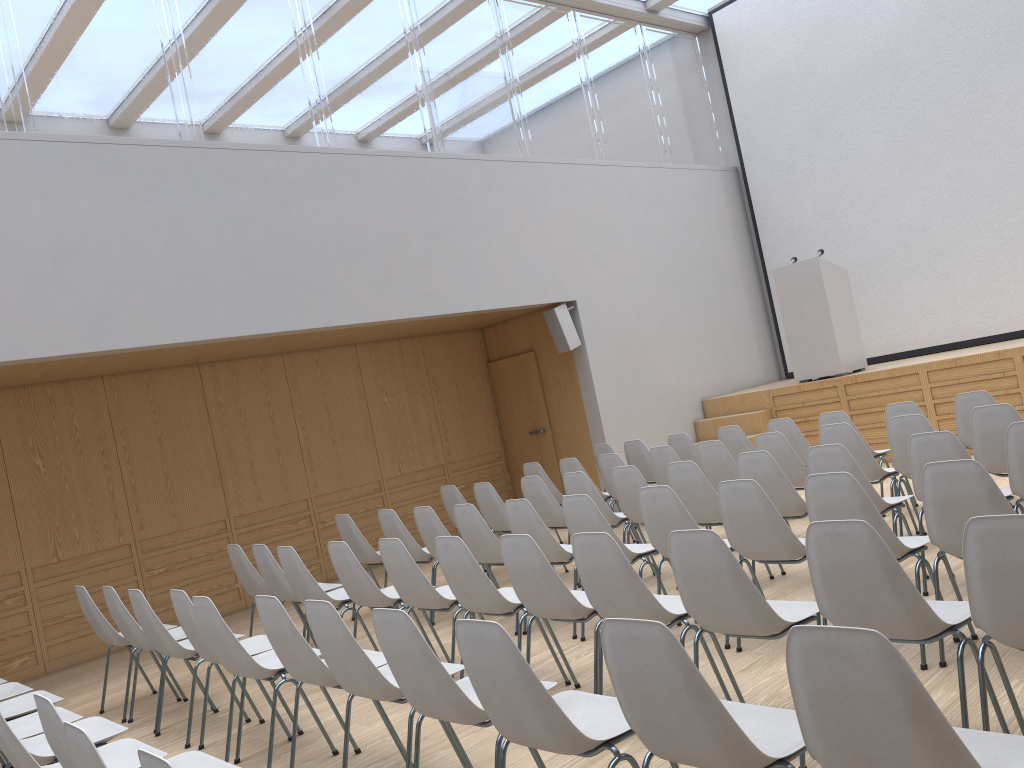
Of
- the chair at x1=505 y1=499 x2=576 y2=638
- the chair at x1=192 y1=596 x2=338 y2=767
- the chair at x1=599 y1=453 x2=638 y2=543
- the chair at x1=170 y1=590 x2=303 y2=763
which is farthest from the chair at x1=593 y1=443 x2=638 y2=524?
the chair at x1=192 y1=596 x2=338 y2=767

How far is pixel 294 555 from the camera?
5.4 meters

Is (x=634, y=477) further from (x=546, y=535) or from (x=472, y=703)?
(x=472, y=703)

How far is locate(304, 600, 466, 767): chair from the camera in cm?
330

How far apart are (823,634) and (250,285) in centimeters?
646cm

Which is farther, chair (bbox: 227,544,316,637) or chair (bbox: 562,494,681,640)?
chair (bbox: 227,544,316,637)

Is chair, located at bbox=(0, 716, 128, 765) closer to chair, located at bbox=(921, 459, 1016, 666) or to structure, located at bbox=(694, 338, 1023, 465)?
chair, located at bbox=(921, 459, 1016, 666)

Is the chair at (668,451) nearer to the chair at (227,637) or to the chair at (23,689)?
the chair at (227,637)

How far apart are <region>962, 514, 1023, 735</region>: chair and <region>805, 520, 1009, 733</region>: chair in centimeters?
7cm

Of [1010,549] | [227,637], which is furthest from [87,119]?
[1010,549]
